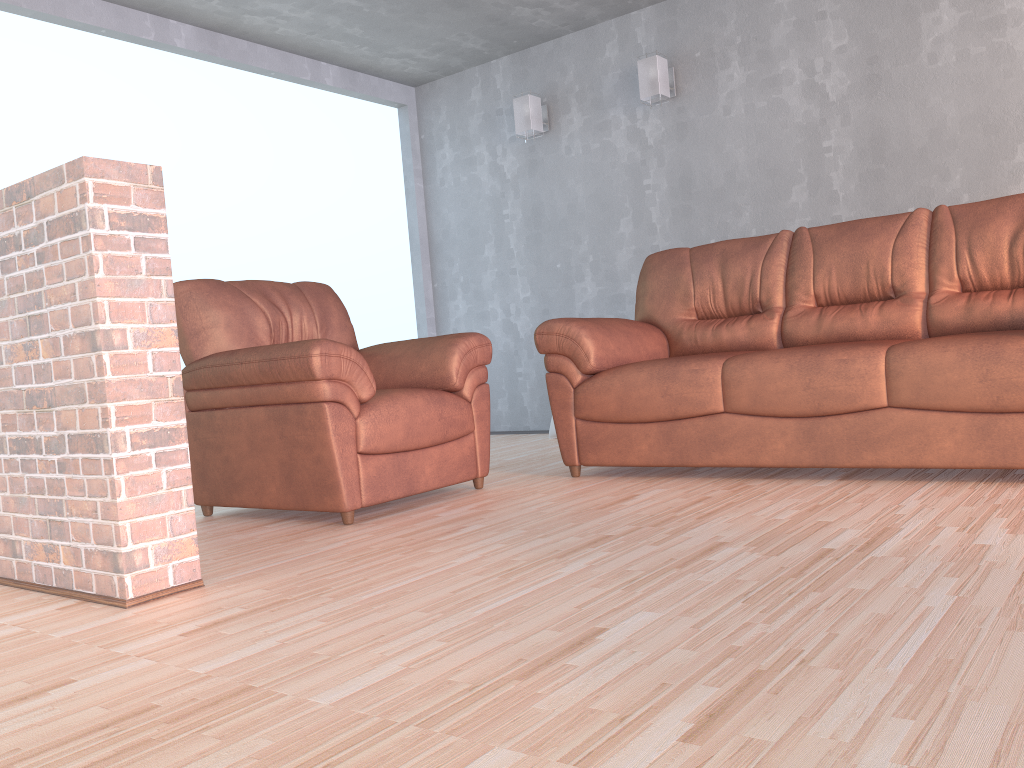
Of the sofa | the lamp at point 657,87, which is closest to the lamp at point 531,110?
the lamp at point 657,87

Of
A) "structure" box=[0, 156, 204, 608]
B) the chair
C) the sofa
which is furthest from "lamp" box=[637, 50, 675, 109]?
"structure" box=[0, 156, 204, 608]

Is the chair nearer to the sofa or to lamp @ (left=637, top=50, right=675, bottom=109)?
the sofa

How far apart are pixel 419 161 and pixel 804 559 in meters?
4.9

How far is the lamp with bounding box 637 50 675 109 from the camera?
4.95m

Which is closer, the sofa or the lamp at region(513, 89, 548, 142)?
the sofa

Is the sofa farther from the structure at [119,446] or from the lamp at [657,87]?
the structure at [119,446]

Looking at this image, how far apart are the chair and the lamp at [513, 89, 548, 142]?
2.1m

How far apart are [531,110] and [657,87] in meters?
0.9 m

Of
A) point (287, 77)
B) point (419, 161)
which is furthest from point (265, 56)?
point (419, 161)
